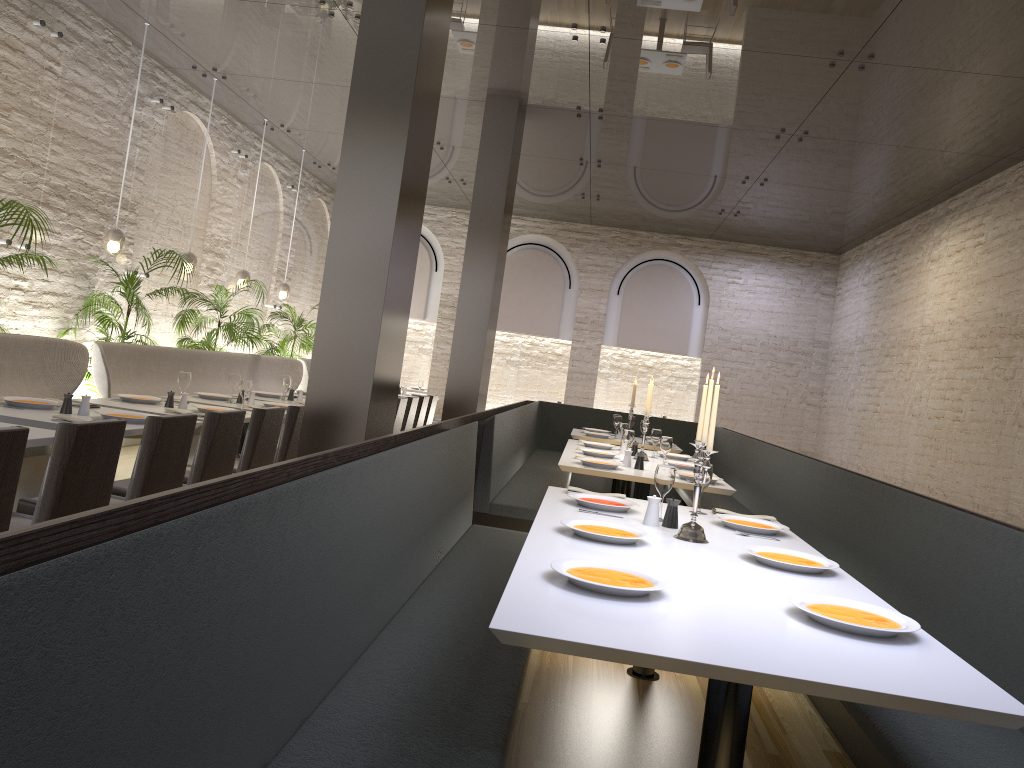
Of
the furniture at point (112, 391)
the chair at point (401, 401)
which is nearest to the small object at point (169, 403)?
the furniture at point (112, 391)

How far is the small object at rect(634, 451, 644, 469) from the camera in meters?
5.9

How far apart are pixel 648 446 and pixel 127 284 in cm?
496

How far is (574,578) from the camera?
2.3m

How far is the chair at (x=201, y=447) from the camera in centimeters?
426cm

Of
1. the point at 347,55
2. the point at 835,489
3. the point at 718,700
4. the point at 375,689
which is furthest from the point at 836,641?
the point at 347,55

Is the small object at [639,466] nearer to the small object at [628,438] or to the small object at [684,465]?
the small object at [628,438]

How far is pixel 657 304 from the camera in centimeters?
1443cm

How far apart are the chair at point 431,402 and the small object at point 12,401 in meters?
5.4 m

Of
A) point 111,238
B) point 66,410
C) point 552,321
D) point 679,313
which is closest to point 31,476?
point 66,410
